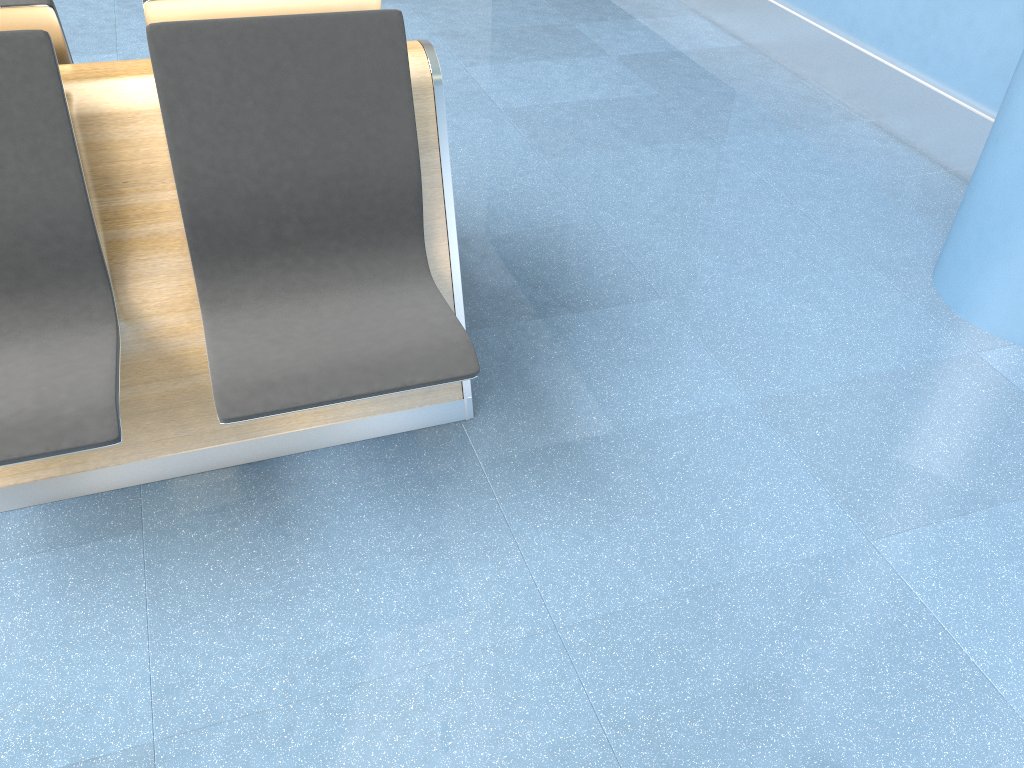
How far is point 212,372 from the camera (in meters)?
1.63

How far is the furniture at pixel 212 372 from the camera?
1.63m

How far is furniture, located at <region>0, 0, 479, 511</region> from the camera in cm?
163
